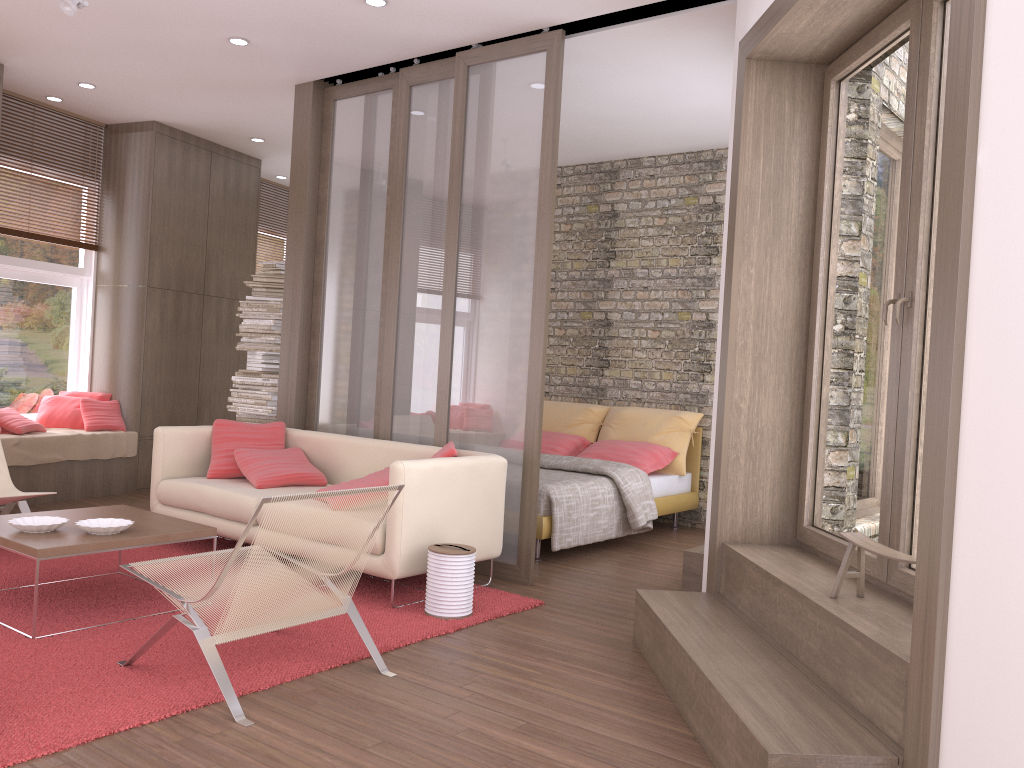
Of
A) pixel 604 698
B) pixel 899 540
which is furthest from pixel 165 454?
pixel 899 540

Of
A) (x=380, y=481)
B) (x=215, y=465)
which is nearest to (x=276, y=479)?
(x=215, y=465)

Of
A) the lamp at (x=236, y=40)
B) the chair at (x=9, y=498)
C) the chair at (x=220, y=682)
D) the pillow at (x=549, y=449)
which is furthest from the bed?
the lamp at (x=236, y=40)

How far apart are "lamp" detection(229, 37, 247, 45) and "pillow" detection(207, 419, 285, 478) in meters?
2.5

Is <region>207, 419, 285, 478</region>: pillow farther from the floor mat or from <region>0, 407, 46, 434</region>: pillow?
<region>0, 407, 46, 434</region>: pillow

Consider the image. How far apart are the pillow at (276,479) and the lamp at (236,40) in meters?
2.6

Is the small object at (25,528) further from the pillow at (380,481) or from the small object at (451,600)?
the small object at (451,600)

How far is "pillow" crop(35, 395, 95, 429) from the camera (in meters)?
7.43

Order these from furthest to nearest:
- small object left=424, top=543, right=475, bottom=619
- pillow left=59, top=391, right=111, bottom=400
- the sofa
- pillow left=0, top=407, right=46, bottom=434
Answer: pillow left=59, top=391, right=111, bottom=400, pillow left=0, top=407, right=46, bottom=434, the sofa, small object left=424, top=543, right=475, bottom=619

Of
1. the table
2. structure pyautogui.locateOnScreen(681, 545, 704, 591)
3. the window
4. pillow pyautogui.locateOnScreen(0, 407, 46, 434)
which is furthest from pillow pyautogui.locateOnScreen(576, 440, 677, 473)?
the window
